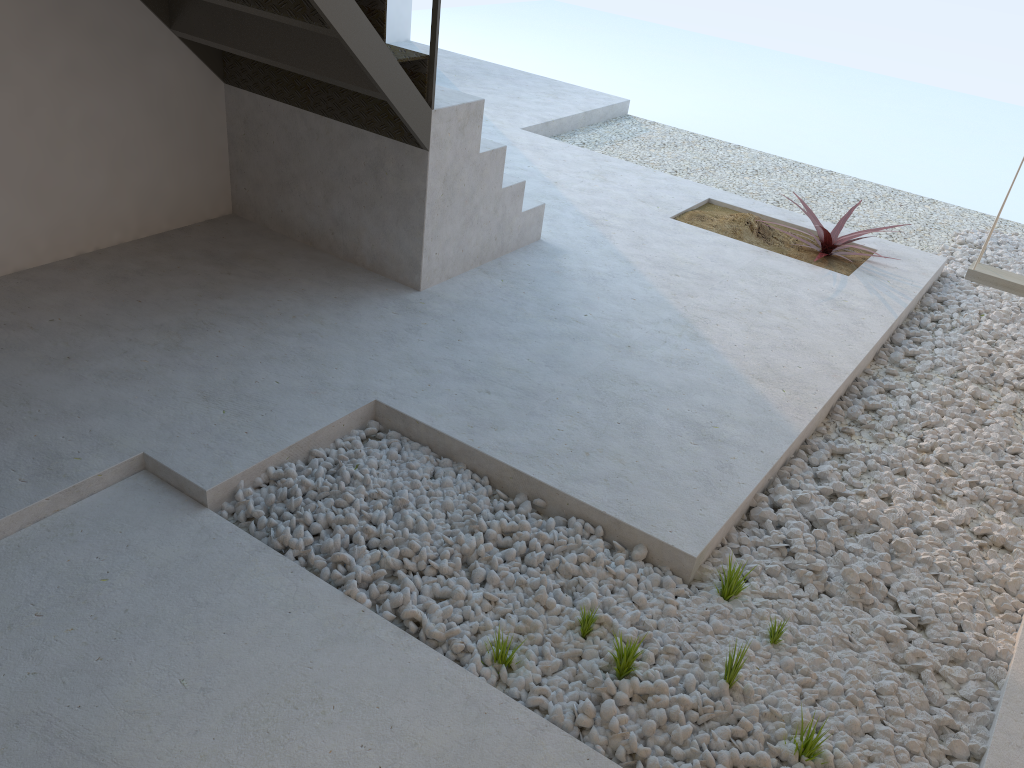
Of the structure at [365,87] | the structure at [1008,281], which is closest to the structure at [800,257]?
the structure at [1008,281]

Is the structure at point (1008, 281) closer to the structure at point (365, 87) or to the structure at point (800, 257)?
the structure at point (800, 257)

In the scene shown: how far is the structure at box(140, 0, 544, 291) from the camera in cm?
319

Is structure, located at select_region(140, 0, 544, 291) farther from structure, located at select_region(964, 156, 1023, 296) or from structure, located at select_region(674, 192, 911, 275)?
structure, located at select_region(964, 156, 1023, 296)

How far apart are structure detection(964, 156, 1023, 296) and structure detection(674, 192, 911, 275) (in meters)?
0.79

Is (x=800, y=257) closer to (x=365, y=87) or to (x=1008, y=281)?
(x=1008, y=281)

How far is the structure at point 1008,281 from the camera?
3.8m

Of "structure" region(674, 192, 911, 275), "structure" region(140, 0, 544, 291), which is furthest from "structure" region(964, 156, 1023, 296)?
"structure" region(140, 0, 544, 291)

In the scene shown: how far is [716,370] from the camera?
3.46m

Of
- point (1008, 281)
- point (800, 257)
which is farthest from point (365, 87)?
point (1008, 281)
